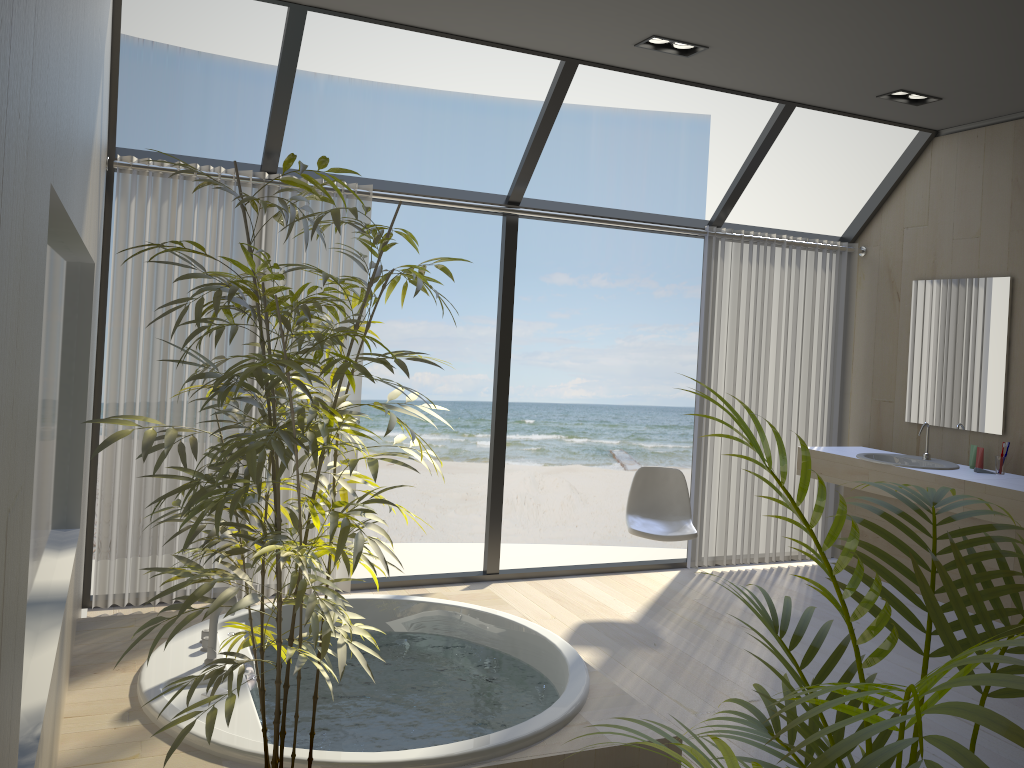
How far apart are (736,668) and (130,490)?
2.9m

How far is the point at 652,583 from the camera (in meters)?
5.15

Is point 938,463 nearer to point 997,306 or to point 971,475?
point 971,475

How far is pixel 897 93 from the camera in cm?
465

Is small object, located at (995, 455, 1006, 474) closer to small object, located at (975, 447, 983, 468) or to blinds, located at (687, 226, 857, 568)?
small object, located at (975, 447, 983, 468)

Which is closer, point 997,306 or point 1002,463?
point 1002,463

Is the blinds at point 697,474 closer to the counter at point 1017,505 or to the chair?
the chair

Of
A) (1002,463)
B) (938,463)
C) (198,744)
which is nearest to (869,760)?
(198,744)

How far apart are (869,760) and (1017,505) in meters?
4.0

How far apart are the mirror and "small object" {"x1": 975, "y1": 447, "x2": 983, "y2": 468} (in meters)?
0.16
